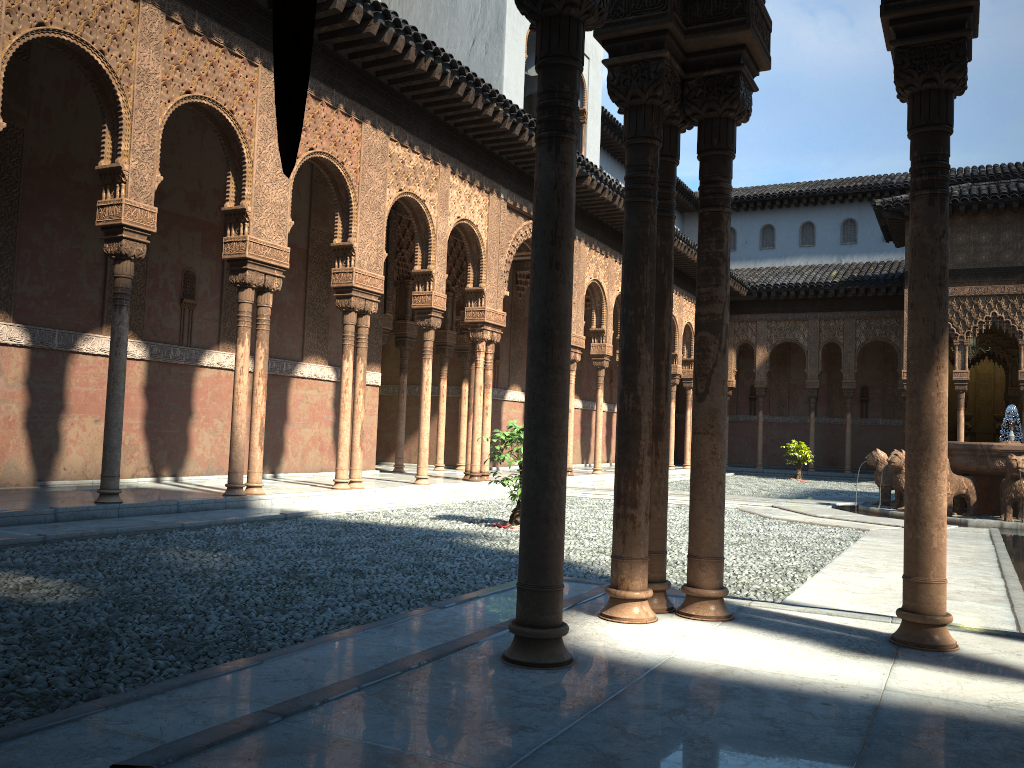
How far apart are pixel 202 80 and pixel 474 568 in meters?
6.8

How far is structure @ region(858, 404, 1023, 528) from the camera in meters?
13.2 m

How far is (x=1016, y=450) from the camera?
13.2 meters

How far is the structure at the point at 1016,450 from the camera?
13.19m
